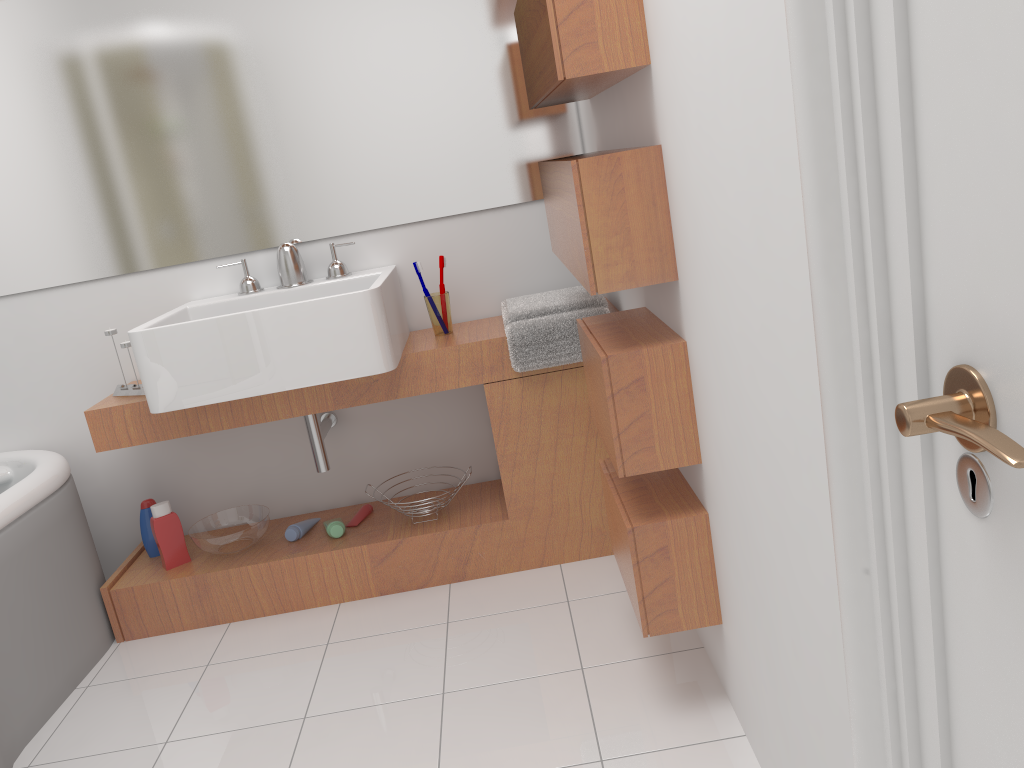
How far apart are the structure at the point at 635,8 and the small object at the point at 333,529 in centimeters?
135cm

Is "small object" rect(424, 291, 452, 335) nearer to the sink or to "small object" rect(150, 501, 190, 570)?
the sink

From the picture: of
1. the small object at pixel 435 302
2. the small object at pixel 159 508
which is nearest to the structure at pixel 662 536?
the small object at pixel 435 302

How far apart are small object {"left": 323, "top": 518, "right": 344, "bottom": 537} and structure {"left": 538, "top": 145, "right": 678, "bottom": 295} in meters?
1.1 m

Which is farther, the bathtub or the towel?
the towel

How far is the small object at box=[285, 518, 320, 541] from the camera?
2.7 meters

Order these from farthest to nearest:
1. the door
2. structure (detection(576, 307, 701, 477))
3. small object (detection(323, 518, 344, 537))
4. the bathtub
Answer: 1. small object (detection(323, 518, 344, 537))
2. the bathtub
3. structure (detection(576, 307, 701, 477))
4. the door

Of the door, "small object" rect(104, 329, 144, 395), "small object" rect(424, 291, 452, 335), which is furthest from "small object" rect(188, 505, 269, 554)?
the door

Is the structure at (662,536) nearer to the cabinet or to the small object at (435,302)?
the cabinet

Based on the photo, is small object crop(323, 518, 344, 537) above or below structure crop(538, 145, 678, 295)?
below
